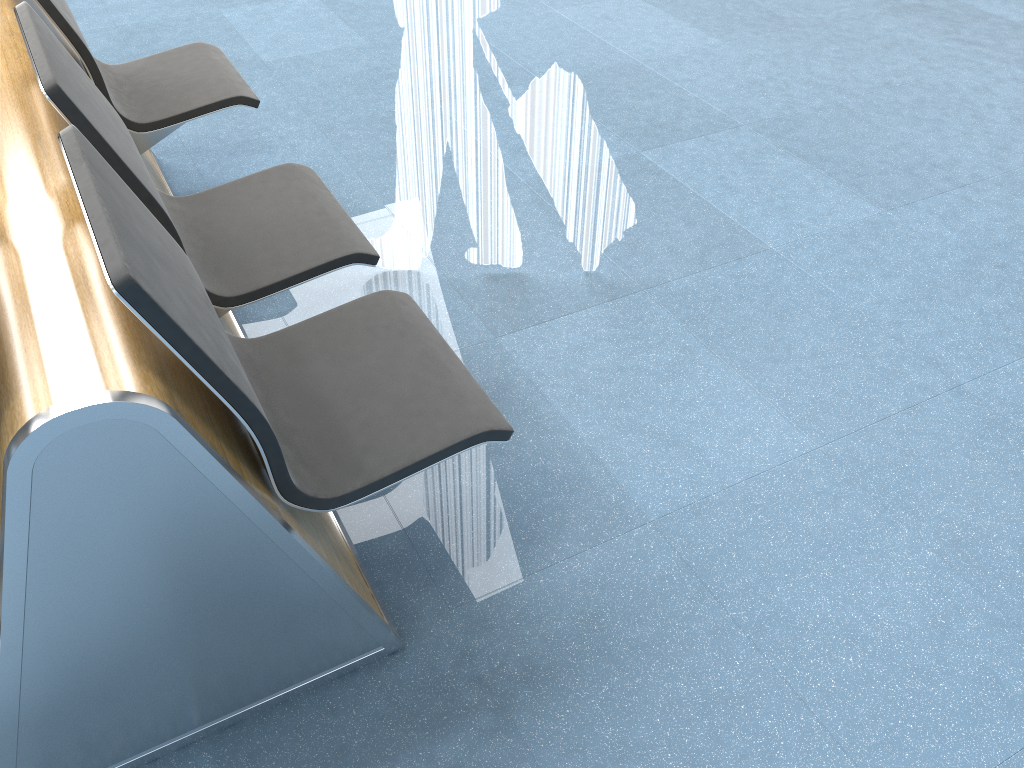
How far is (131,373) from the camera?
1.1m

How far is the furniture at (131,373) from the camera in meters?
1.1 m

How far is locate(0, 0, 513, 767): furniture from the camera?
1.1m
